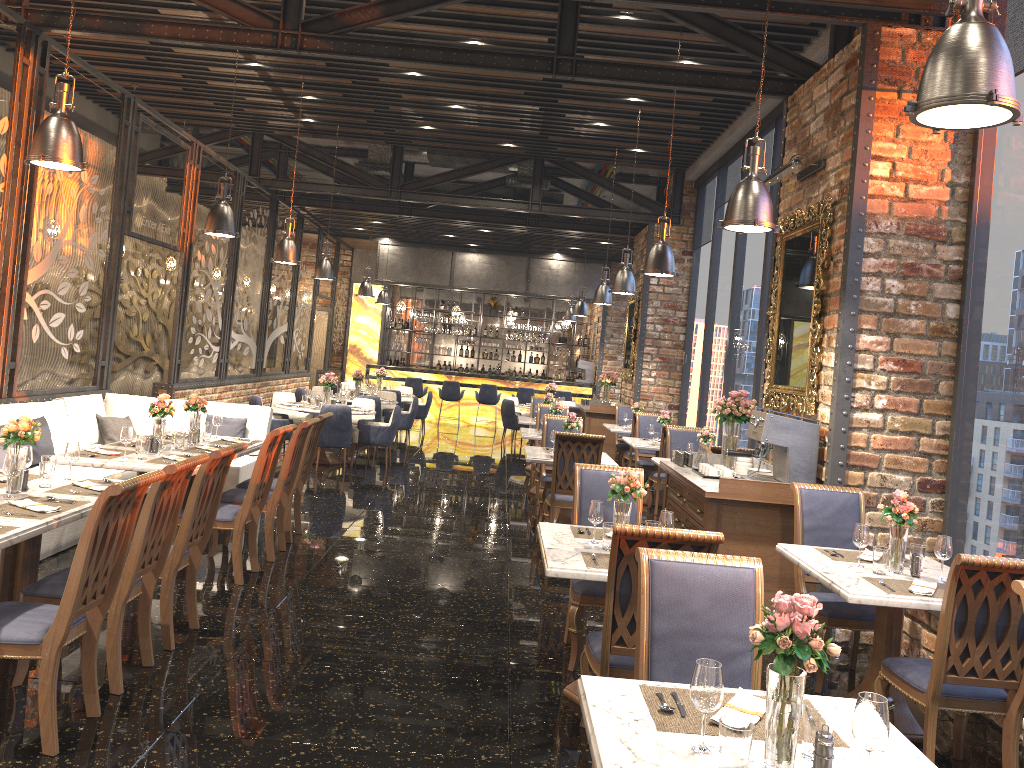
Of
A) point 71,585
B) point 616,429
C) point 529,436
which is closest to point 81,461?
point 71,585

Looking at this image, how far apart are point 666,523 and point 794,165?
3.13m

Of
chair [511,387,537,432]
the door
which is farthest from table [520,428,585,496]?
the door

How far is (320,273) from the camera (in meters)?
12.98

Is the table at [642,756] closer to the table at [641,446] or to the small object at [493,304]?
the table at [641,446]

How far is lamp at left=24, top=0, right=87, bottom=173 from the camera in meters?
5.1

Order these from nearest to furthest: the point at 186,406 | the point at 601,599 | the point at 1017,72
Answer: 1. the point at 601,599
2. the point at 1017,72
3. the point at 186,406

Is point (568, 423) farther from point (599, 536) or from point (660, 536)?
point (660, 536)

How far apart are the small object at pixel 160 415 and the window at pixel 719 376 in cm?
769

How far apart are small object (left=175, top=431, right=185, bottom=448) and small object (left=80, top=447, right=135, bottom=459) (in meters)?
0.56
